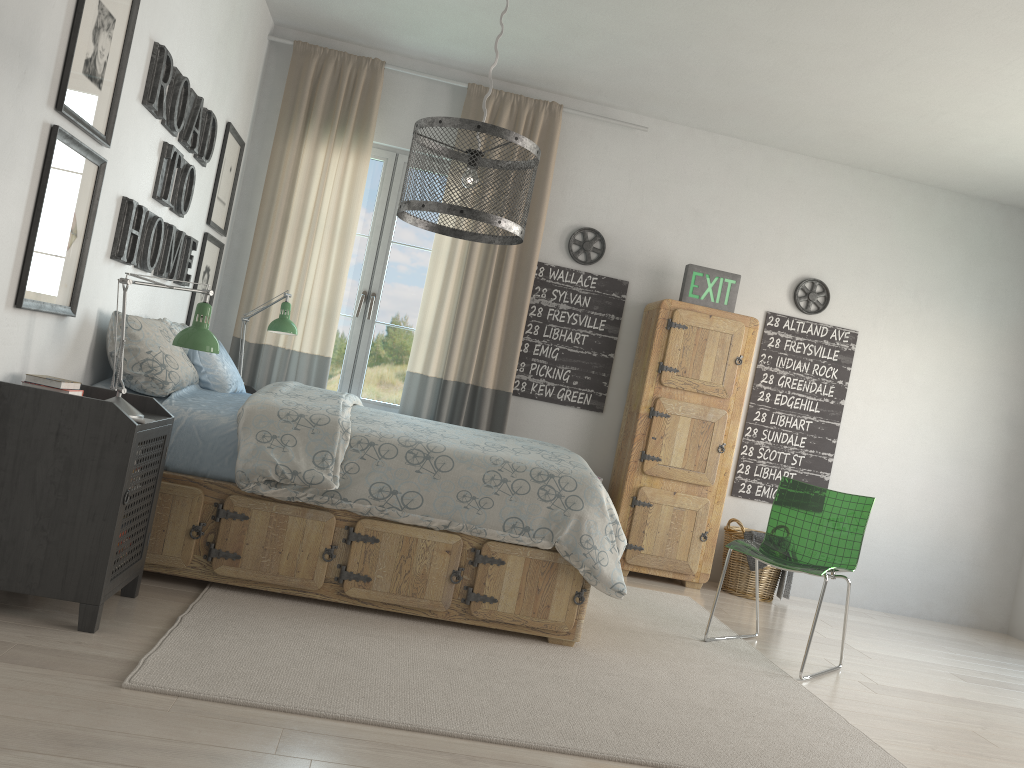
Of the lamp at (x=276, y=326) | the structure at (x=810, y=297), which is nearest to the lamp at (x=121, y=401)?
the lamp at (x=276, y=326)

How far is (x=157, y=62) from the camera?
3.1 meters

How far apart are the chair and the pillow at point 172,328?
2.5m

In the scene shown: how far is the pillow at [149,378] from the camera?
3.14m

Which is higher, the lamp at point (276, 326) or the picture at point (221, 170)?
the picture at point (221, 170)

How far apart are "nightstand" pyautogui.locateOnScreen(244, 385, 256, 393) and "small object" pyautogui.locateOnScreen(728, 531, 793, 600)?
2.9m

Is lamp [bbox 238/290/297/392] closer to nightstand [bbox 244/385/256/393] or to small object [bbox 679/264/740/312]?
nightstand [bbox 244/385/256/393]

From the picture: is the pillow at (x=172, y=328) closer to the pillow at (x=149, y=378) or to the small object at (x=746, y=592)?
the pillow at (x=149, y=378)

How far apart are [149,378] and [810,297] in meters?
3.9

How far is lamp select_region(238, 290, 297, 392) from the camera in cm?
435
